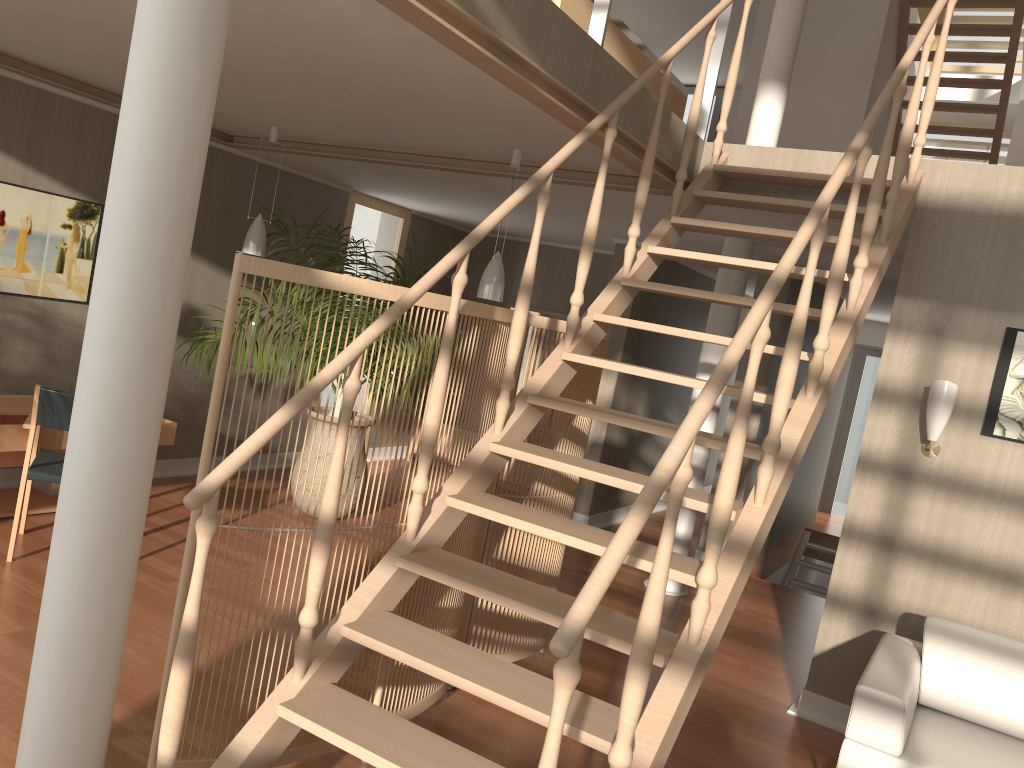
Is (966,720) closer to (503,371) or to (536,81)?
(503,371)

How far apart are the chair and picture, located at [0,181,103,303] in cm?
103

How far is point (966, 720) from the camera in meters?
3.5 m

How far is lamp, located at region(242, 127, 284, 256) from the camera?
5.49m

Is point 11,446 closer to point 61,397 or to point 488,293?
point 61,397

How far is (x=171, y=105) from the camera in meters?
2.0 m

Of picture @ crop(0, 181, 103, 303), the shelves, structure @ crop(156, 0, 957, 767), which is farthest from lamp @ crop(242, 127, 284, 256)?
structure @ crop(156, 0, 957, 767)

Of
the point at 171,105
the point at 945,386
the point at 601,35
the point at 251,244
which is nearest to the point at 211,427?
the point at 171,105

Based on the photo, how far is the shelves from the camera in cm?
456

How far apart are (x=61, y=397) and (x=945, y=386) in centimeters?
409cm
